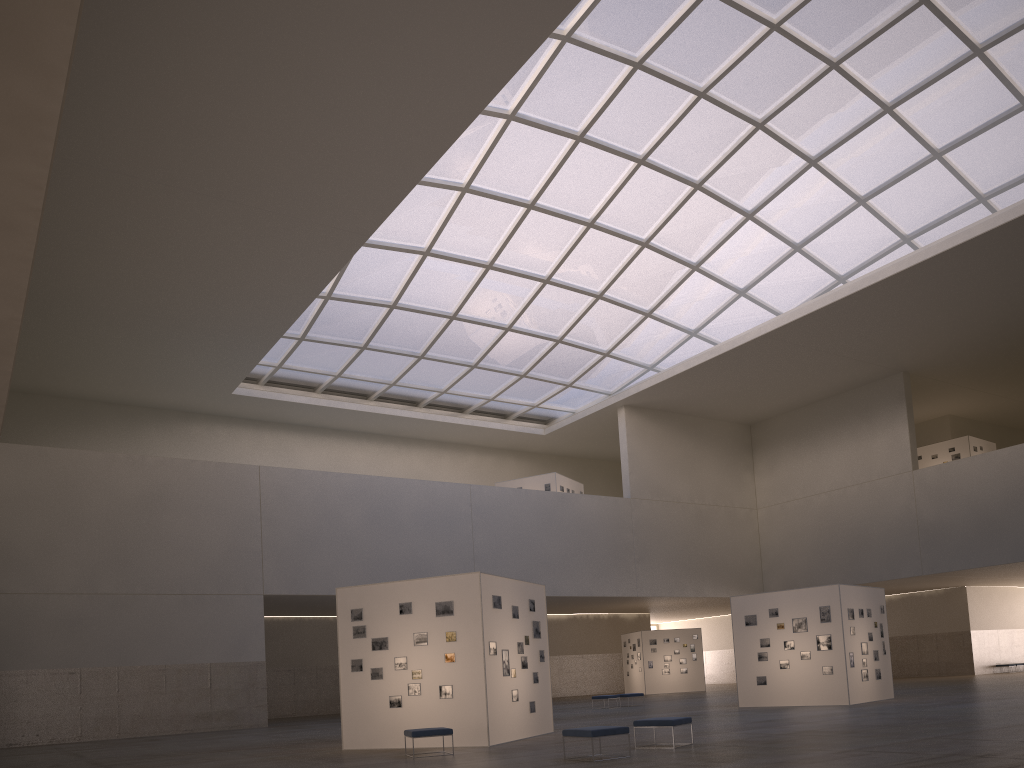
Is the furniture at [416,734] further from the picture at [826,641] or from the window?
the window

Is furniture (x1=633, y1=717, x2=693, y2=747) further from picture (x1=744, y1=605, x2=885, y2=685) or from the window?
the window

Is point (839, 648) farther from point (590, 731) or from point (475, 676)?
point (590, 731)

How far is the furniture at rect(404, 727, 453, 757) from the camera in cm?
1920

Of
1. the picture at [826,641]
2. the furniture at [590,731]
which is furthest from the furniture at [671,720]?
the picture at [826,641]

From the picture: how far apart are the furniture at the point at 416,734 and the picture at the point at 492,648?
2.26m

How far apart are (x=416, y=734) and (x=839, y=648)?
18.7 meters

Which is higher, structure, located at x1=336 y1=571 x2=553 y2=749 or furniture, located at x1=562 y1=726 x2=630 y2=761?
structure, located at x1=336 y1=571 x2=553 y2=749

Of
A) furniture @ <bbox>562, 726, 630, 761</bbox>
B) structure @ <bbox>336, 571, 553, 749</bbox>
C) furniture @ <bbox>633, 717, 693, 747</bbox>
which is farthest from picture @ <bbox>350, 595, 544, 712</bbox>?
furniture @ <bbox>562, 726, 630, 761</bbox>

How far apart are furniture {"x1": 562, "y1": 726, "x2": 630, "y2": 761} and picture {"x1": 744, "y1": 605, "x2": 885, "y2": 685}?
18.0m
